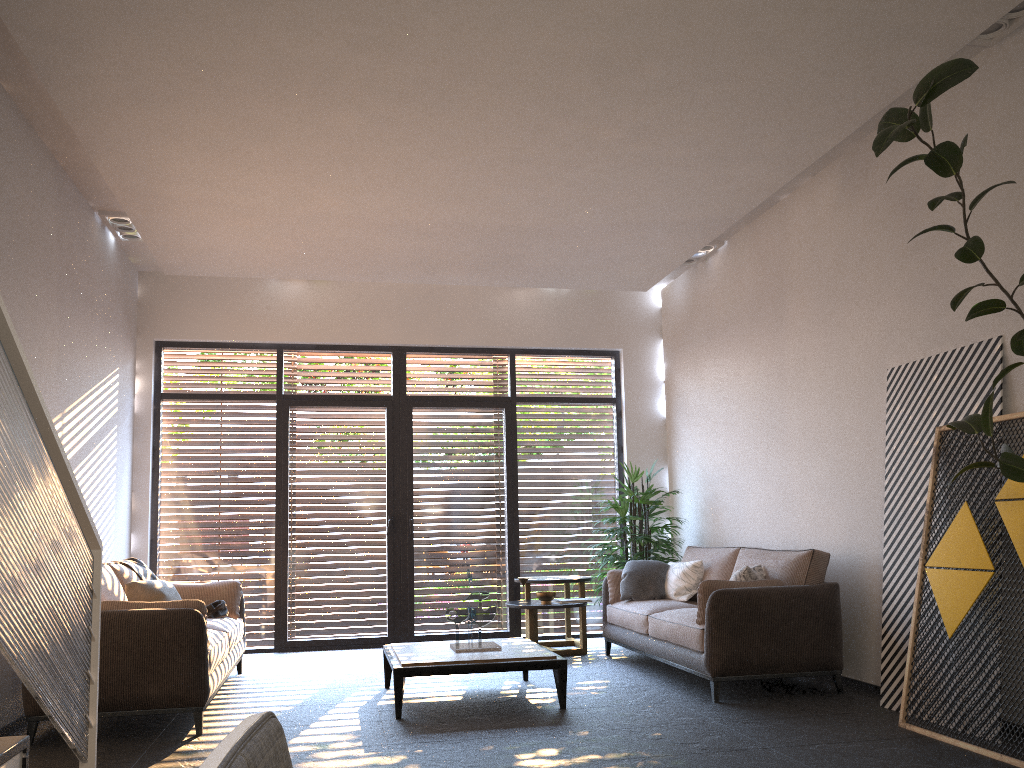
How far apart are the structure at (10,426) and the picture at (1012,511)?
3.7 meters

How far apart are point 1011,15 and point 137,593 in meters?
6.0

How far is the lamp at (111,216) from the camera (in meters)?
6.80

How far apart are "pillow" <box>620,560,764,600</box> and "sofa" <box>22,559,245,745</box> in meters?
3.0 m

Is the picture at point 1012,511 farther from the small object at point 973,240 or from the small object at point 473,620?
the small object at point 473,620

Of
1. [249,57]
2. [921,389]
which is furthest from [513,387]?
[249,57]

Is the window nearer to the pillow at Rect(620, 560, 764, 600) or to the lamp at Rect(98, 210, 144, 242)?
the lamp at Rect(98, 210, 144, 242)

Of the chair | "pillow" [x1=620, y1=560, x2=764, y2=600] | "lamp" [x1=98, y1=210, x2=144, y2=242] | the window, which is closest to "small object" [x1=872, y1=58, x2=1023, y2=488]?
"pillow" [x1=620, y1=560, x2=764, y2=600]

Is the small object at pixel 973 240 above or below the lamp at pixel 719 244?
below

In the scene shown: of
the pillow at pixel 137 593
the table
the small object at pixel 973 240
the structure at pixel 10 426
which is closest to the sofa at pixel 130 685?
the pillow at pixel 137 593
